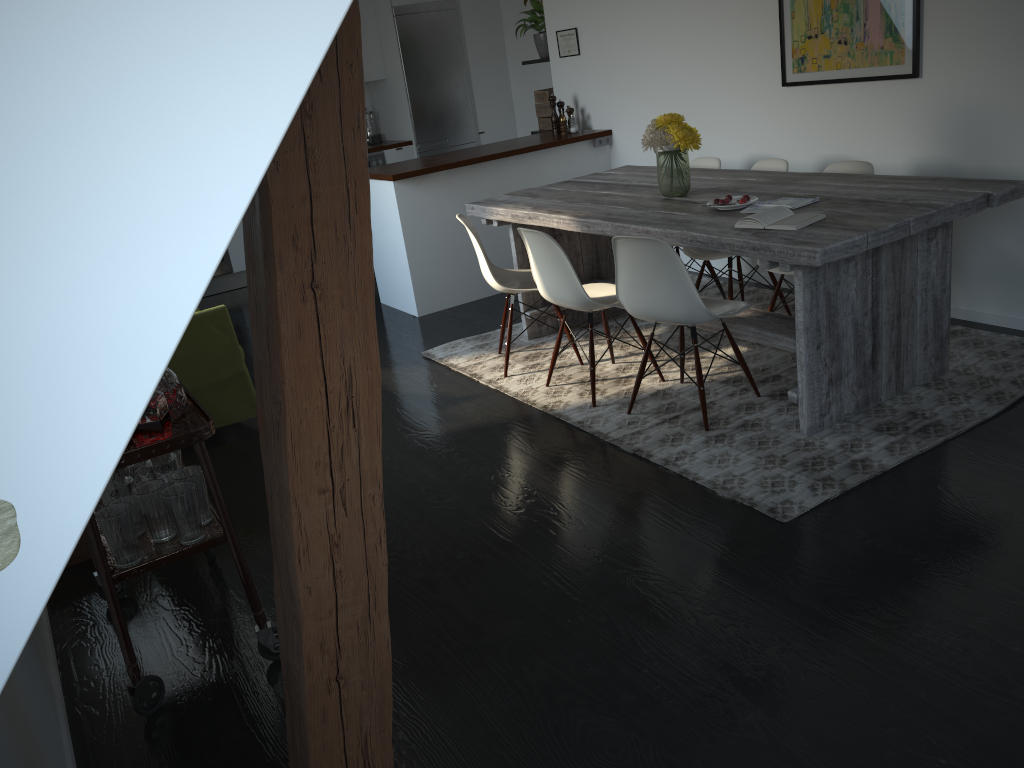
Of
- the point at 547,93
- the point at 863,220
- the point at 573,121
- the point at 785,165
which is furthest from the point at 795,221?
the point at 547,93

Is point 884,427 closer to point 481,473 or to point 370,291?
point 481,473

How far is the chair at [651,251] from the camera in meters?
3.3 m

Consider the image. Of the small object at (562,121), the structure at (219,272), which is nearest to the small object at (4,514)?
the small object at (562,121)

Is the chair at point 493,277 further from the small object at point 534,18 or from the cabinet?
the small object at point 534,18

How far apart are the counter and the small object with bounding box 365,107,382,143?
0.1m

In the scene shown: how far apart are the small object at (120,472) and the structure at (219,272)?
4.9m

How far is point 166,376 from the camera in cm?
246

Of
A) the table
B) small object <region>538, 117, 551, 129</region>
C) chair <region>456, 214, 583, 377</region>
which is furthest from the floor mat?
small object <region>538, 117, 551, 129</region>

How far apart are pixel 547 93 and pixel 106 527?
5.34m
